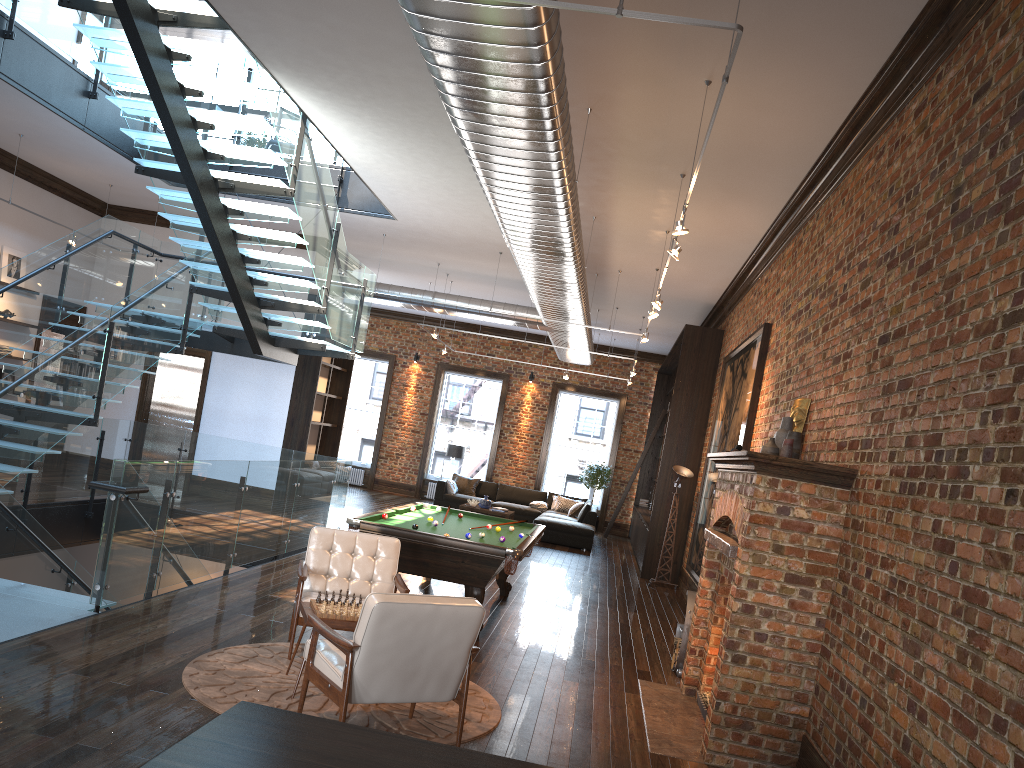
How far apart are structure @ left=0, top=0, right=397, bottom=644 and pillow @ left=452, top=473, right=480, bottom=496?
7.7 meters

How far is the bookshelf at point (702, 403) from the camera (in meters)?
13.68

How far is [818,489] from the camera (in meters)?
5.26

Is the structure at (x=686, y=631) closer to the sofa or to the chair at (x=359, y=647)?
the chair at (x=359, y=647)

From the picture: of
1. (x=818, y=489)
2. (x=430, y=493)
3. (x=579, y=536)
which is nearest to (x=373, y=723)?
(x=818, y=489)

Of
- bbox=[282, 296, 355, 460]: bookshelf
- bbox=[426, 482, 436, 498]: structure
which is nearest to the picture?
bbox=[282, 296, 355, 460]: bookshelf

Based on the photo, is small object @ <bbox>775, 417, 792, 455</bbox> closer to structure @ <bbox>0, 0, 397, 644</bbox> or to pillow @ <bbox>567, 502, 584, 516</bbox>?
structure @ <bbox>0, 0, 397, 644</bbox>

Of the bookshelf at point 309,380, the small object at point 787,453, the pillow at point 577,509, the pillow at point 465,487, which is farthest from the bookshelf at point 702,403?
the small object at point 787,453

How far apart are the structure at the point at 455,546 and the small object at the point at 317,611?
2.0m

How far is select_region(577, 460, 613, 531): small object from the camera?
20.6 meters
